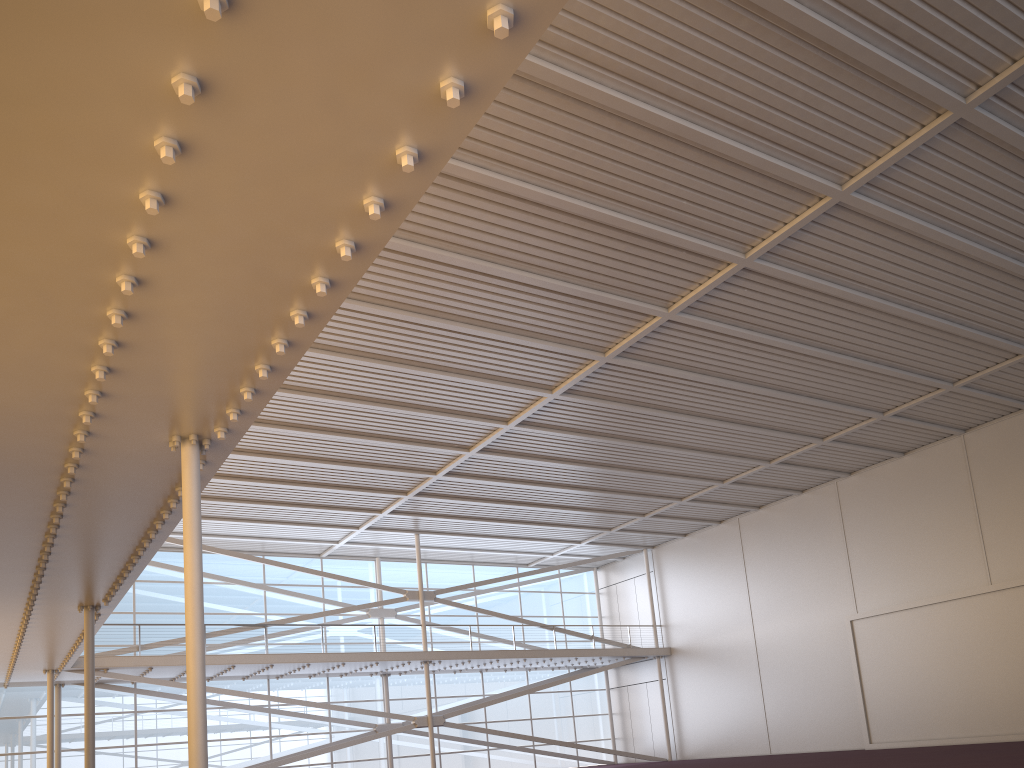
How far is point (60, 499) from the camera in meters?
11.0
